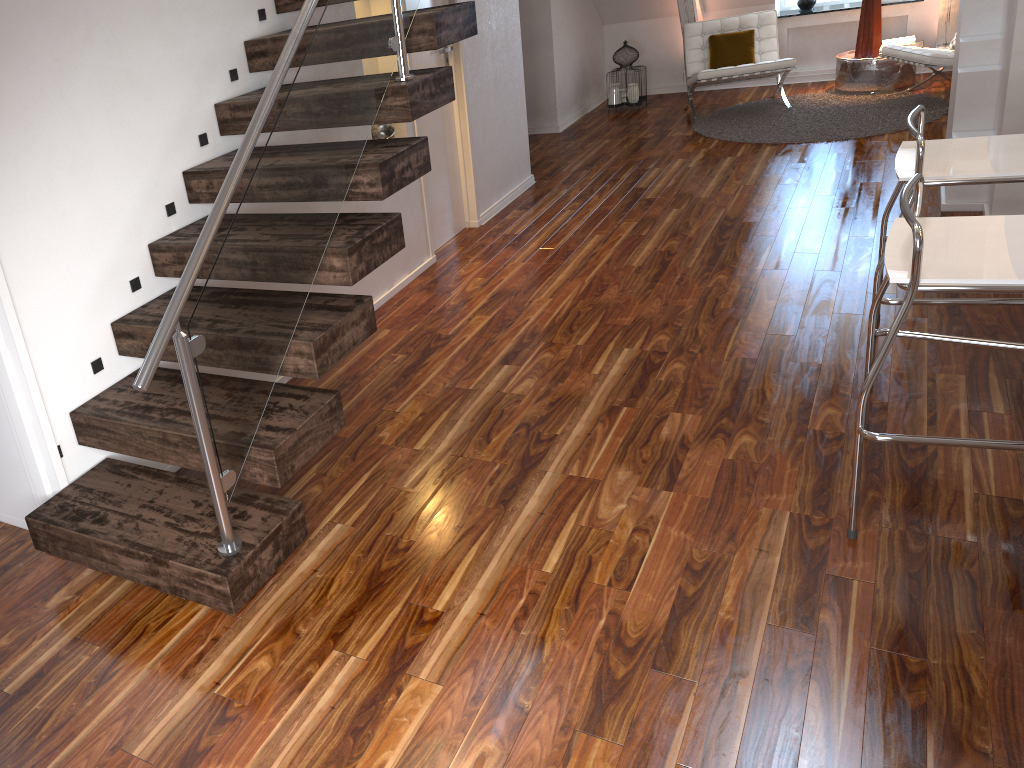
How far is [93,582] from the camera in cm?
235

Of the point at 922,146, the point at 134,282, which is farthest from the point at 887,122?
the point at 134,282

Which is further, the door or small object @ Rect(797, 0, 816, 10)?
small object @ Rect(797, 0, 816, 10)

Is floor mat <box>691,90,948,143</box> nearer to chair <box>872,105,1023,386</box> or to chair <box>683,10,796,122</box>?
chair <box>683,10,796,122</box>

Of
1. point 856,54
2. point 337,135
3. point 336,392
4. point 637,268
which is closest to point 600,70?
point 856,54

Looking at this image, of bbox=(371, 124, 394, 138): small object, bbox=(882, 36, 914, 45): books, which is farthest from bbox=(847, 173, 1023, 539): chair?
bbox=(882, 36, 914, 45): books

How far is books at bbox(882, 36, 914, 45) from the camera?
6.7 meters

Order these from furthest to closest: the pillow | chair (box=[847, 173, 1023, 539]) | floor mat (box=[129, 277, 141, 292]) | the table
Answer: the pillow, the table, floor mat (box=[129, 277, 141, 292]), chair (box=[847, 173, 1023, 539])

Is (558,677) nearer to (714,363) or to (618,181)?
(714,363)

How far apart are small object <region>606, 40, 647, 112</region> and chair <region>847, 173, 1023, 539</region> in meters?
5.2
